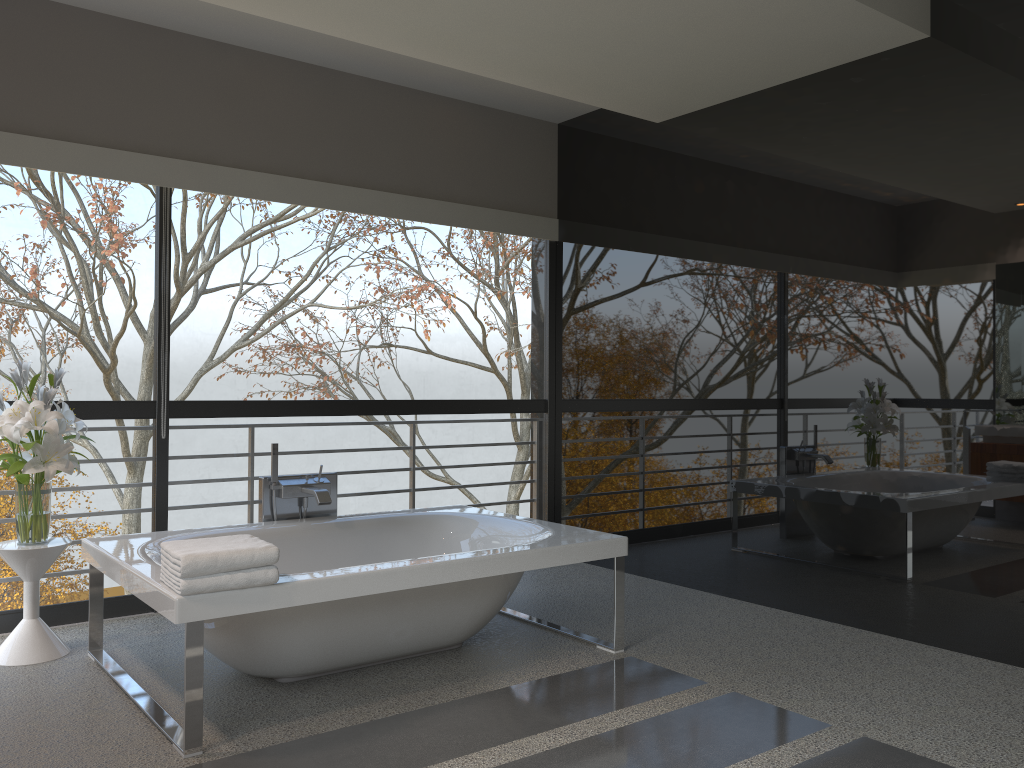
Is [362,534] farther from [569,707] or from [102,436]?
[102,436]

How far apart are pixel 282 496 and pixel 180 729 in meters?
1.5 m

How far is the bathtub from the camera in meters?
2.9

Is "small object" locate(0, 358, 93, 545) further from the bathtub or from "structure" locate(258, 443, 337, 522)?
"structure" locate(258, 443, 337, 522)

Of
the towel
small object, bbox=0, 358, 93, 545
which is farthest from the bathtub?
small object, bbox=0, 358, 93, 545

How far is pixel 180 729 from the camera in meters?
2.9 m

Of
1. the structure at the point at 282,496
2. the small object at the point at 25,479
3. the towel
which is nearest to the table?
the small object at the point at 25,479

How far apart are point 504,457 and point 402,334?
12.6m

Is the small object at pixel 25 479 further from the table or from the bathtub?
the bathtub

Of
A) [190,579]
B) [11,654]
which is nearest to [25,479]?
[11,654]
